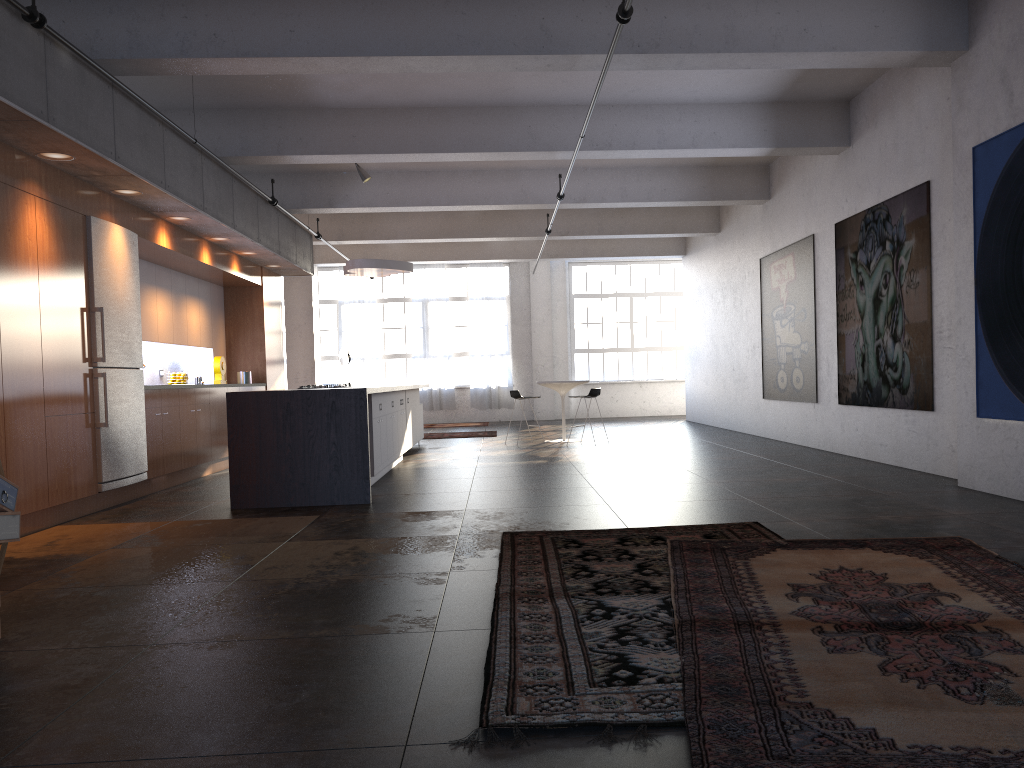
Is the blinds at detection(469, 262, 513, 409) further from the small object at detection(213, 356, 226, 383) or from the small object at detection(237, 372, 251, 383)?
the small object at detection(213, 356, 226, 383)

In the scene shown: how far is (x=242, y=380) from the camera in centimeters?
1246cm

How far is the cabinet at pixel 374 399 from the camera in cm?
867

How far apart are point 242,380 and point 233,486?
5.39m

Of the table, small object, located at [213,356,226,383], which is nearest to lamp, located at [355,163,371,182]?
small object, located at [213,356,226,383]

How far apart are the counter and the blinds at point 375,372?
12.22m

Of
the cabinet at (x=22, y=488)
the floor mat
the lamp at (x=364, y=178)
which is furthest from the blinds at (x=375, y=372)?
the floor mat

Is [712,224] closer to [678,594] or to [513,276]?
[513,276]

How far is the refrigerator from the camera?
7.4 meters

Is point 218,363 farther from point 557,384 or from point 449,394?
point 449,394
